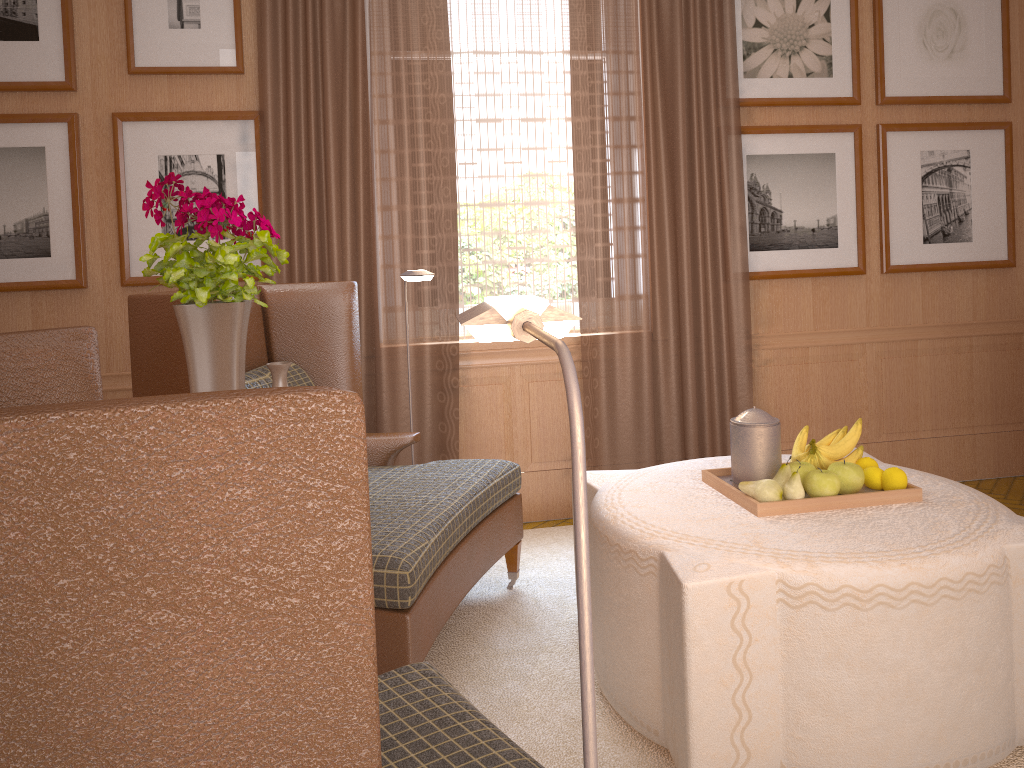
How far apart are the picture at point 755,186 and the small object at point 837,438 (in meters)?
2.81

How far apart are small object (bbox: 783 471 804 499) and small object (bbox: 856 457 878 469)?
0.56m

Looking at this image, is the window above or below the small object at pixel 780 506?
above

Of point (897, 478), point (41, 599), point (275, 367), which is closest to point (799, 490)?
point (897, 478)

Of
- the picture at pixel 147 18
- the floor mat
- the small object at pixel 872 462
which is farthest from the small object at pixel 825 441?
the picture at pixel 147 18

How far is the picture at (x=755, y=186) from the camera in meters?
7.0 m

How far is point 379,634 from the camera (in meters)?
3.94

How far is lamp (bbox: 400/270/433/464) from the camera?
5.15m

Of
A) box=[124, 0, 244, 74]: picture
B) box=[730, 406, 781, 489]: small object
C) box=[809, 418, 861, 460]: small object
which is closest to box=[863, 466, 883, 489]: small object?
box=[809, 418, 861, 460]: small object

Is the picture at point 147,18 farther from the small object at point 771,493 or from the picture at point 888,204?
the picture at point 888,204
